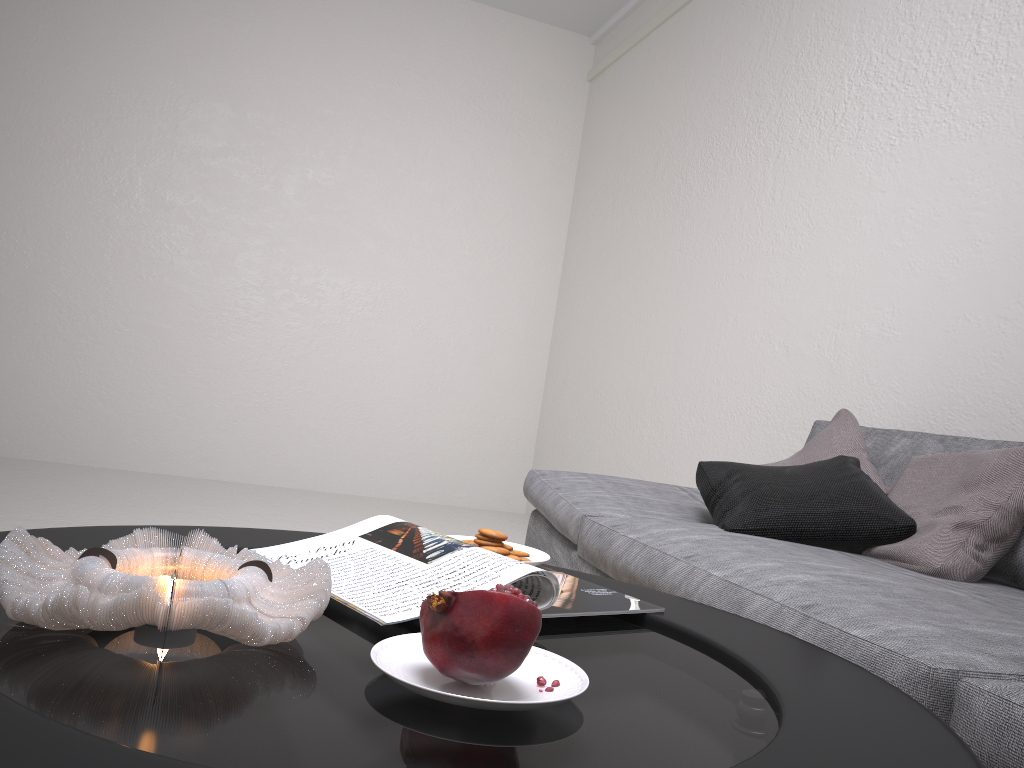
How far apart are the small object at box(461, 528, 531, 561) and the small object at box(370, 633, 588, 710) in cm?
38

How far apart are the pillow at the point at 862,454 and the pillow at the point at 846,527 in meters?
0.0

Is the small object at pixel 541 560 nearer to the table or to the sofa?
the table

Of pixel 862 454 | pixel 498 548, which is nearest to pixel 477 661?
pixel 498 548

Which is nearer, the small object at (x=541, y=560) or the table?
the table

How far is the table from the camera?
0.51m

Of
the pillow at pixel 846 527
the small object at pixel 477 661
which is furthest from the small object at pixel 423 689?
the pillow at pixel 846 527

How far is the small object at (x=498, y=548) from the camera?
1.13m

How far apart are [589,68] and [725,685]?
5.7 meters

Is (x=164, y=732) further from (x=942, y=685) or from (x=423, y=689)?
(x=942, y=685)
